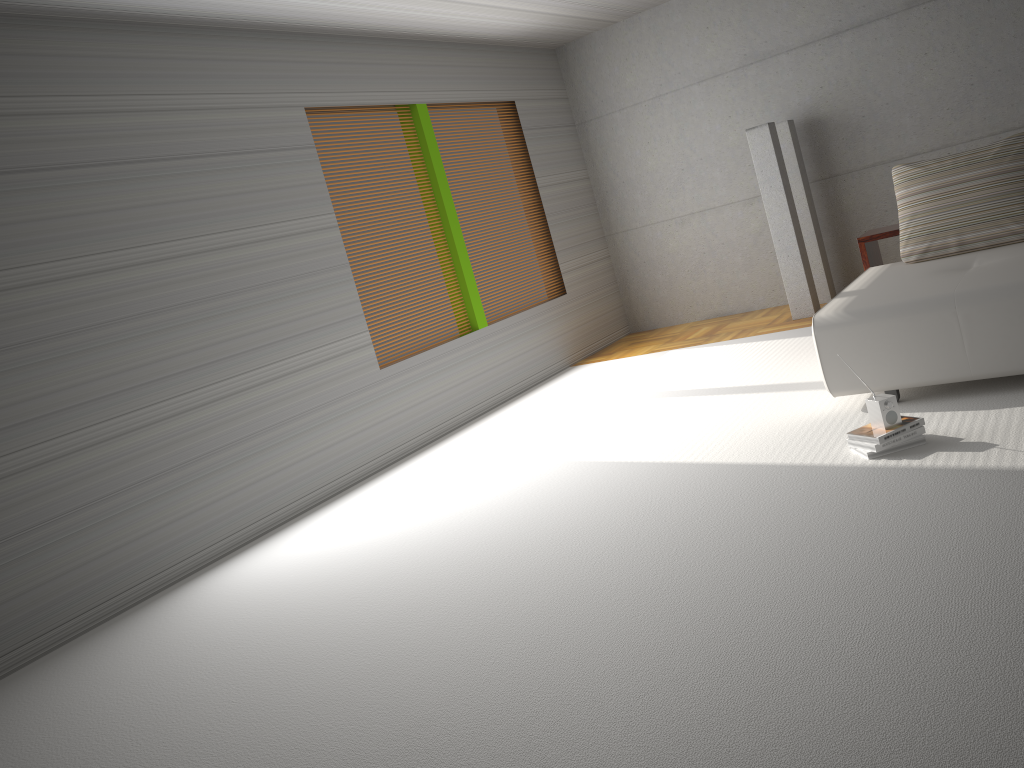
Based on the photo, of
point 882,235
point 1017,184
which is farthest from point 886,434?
point 882,235

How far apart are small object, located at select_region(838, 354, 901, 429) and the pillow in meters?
1.9 m

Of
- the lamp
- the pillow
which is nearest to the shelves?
the pillow

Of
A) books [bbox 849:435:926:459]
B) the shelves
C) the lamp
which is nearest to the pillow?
the shelves

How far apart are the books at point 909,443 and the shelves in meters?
2.3

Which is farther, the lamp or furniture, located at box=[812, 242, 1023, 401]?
the lamp

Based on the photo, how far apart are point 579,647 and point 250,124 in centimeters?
423cm

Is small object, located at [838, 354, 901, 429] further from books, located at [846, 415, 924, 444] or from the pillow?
the pillow

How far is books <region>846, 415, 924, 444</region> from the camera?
3.8m

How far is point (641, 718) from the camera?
2.40m
